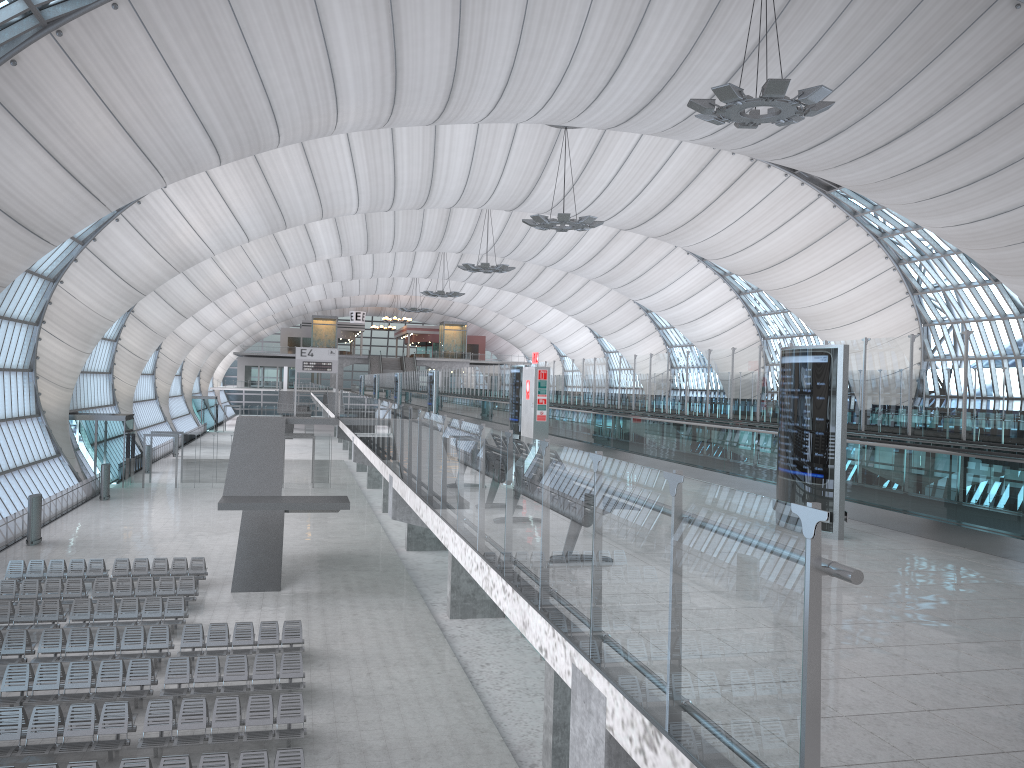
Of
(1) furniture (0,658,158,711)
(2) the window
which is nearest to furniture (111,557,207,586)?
(1) furniture (0,658,158,711)

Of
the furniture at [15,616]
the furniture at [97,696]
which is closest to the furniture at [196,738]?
the furniture at [97,696]

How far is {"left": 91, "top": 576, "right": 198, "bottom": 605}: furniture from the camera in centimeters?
2375cm

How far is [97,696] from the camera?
16.41m

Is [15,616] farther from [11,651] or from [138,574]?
[138,574]

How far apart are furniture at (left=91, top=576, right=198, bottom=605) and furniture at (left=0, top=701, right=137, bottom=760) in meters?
8.8

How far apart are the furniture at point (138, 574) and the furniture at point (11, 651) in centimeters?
670cm

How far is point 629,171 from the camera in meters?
47.4

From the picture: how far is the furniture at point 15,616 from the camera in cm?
2107

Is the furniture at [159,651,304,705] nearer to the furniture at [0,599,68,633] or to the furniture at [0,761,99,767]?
the furniture at [0,761,99,767]
